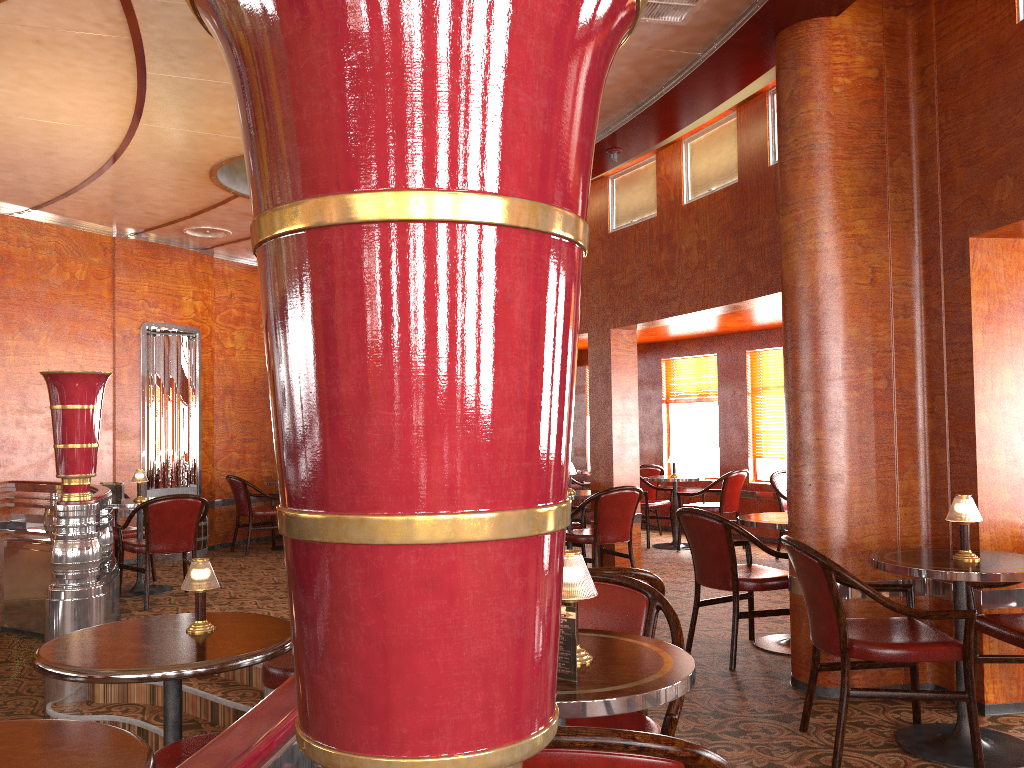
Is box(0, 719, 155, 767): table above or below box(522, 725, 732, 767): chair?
below

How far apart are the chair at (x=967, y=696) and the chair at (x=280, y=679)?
1.97m

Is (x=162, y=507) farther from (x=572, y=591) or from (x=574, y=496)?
(x=572, y=591)

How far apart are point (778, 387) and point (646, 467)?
1.70m

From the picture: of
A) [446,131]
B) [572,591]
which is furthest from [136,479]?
[446,131]

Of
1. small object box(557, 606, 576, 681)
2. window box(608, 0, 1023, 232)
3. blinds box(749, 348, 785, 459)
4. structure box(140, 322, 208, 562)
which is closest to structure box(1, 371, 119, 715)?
structure box(140, 322, 208, 562)

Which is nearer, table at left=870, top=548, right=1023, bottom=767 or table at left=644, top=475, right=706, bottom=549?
table at left=870, top=548, right=1023, bottom=767

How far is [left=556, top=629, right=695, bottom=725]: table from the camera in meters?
1.7 m

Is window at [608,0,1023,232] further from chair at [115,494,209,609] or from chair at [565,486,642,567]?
chair at [115,494,209,609]

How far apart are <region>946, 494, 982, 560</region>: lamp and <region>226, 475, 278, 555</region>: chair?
7.02m
